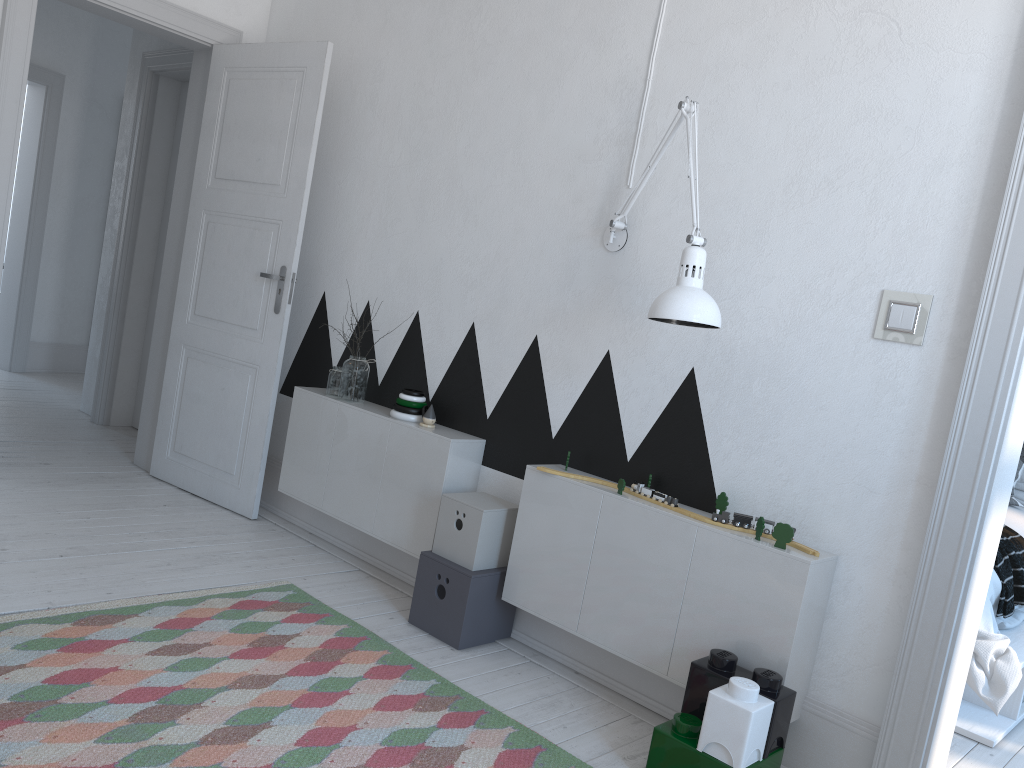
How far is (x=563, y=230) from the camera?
3.05m

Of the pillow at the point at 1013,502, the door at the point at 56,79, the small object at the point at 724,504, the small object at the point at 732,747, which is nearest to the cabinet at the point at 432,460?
the small object at the point at 724,504

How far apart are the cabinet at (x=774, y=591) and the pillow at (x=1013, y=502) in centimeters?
244cm

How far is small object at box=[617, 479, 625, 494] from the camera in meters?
2.6

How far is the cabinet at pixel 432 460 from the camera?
3.16m

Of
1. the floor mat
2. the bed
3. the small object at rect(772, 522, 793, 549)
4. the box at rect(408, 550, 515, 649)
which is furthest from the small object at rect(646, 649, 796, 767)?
the bed

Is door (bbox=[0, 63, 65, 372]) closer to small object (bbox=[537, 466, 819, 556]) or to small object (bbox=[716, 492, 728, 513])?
small object (bbox=[537, 466, 819, 556])

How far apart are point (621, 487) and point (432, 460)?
0.8m

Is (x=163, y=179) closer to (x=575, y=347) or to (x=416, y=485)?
(x=416, y=485)

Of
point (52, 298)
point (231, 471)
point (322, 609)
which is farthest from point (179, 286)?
point (52, 298)
